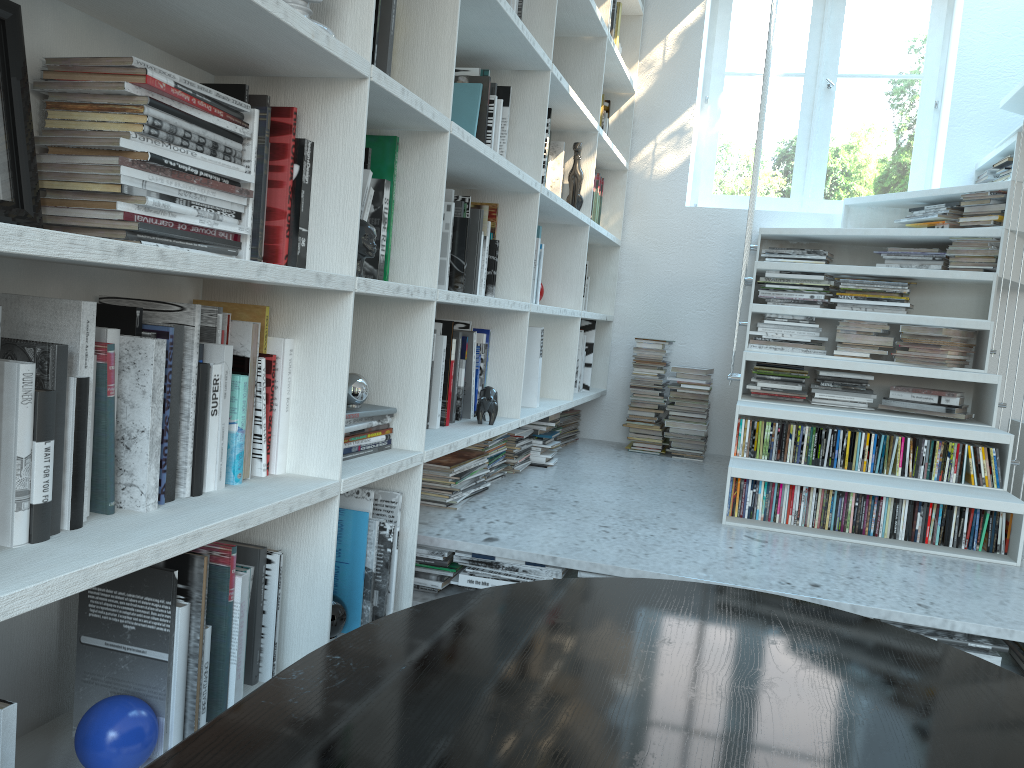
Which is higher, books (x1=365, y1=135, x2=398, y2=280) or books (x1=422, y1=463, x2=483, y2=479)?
books (x1=365, y1=135, x2=398, y2=280)

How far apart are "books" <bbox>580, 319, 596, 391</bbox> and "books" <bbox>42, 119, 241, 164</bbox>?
2.9 meters

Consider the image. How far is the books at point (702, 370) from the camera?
4.0m

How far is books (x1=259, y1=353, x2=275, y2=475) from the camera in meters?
1.6

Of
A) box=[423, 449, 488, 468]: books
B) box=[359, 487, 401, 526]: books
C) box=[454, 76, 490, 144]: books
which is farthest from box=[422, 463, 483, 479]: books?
box=[454, 76, 490, 144]: books

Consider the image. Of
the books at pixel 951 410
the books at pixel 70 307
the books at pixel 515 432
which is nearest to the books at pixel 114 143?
the books at pixel 70 307

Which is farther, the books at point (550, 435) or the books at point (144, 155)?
the books at point (550, 435)

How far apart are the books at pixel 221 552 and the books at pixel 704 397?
2.9 meters

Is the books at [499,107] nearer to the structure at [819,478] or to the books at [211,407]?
the structure at [819,478]

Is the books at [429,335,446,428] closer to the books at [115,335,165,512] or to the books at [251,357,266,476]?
the books at [251,357,266,476]
